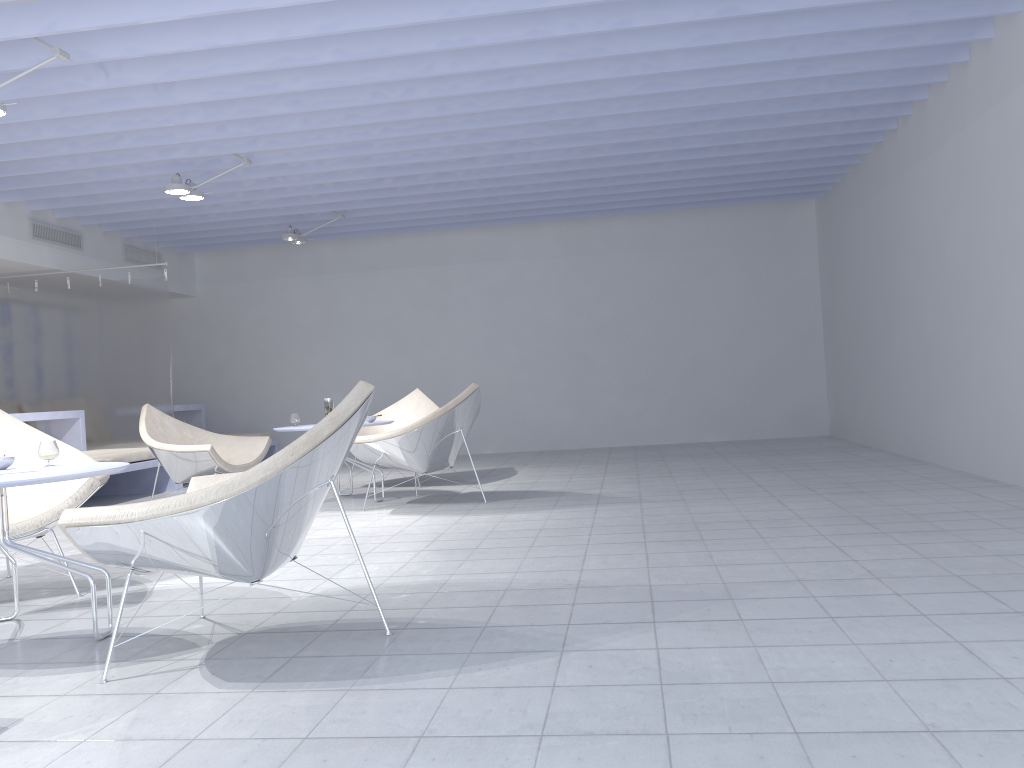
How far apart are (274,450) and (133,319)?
2.6 meters

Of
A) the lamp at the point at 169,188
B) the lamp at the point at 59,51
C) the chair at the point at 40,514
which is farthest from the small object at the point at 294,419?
the lamp at the point at 59,51

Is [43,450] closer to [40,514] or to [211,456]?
[40,514]

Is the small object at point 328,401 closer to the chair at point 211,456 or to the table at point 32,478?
the chair at point 211,456

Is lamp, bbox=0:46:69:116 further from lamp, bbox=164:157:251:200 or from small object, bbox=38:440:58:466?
small object, bbox=38:440:58:466

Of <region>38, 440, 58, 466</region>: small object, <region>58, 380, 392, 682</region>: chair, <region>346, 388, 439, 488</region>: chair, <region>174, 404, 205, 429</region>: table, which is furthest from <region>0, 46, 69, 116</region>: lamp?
<region>174, 404, 205, 429</region>: table

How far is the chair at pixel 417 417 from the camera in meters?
7.3 m

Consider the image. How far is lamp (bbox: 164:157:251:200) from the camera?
6.2m

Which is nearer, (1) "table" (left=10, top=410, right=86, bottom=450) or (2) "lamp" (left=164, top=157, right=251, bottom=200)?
(2) "lamp" (left=164, top=157, right=251, bottom=200)

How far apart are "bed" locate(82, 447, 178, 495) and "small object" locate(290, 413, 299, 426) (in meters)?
1.59
